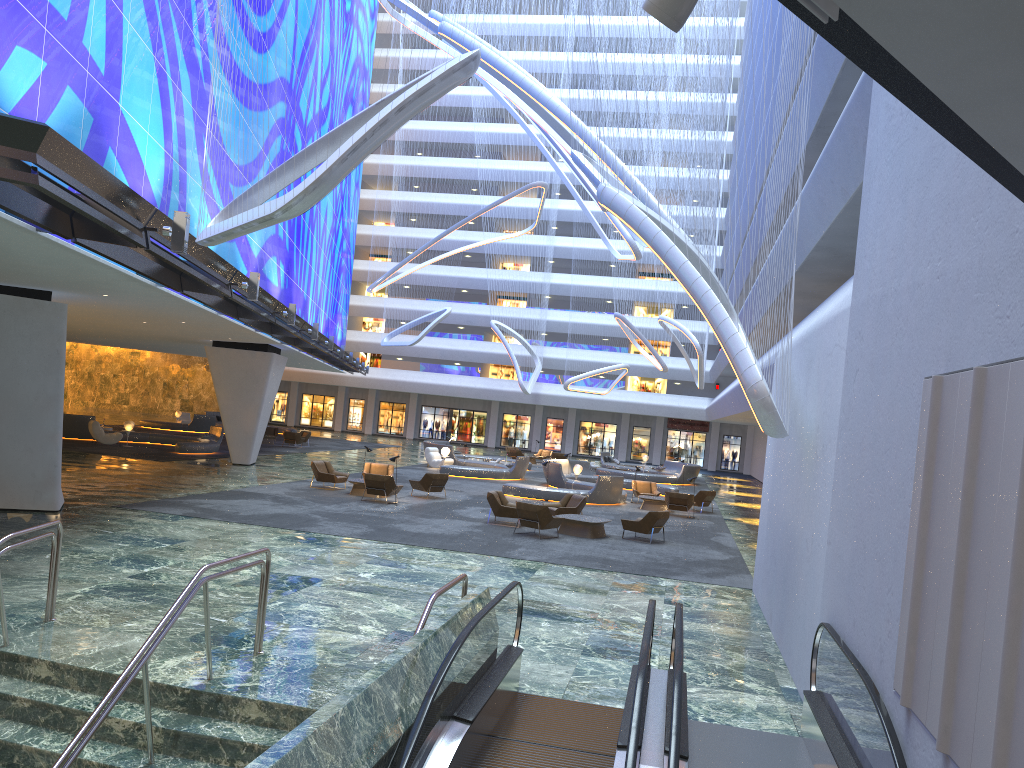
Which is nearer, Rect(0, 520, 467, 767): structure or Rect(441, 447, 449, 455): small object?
Rect(0, 520, 467, 767): structure

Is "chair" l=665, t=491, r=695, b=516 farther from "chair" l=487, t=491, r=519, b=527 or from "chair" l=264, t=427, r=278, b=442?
"chair" l=264, t=427, r=278, b=442

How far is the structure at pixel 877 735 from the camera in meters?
5.9 m

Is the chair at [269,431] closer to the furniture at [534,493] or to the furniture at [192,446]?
the furniture at [192,446]

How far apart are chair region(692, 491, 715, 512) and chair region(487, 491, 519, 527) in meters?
9.9

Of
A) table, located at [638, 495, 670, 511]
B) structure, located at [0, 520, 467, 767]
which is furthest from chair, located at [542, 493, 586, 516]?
structure, located at [0, 520, 467, 767]

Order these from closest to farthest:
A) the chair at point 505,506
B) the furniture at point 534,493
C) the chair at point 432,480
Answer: the chair at point 505,506
the chair at point 432,480
the furniture at point 534,493

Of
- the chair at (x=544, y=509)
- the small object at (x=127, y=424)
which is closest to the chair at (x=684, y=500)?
the chair at (x=544, y=509)

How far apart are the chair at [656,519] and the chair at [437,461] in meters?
Answer: 17.8

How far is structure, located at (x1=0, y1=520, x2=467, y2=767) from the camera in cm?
729
